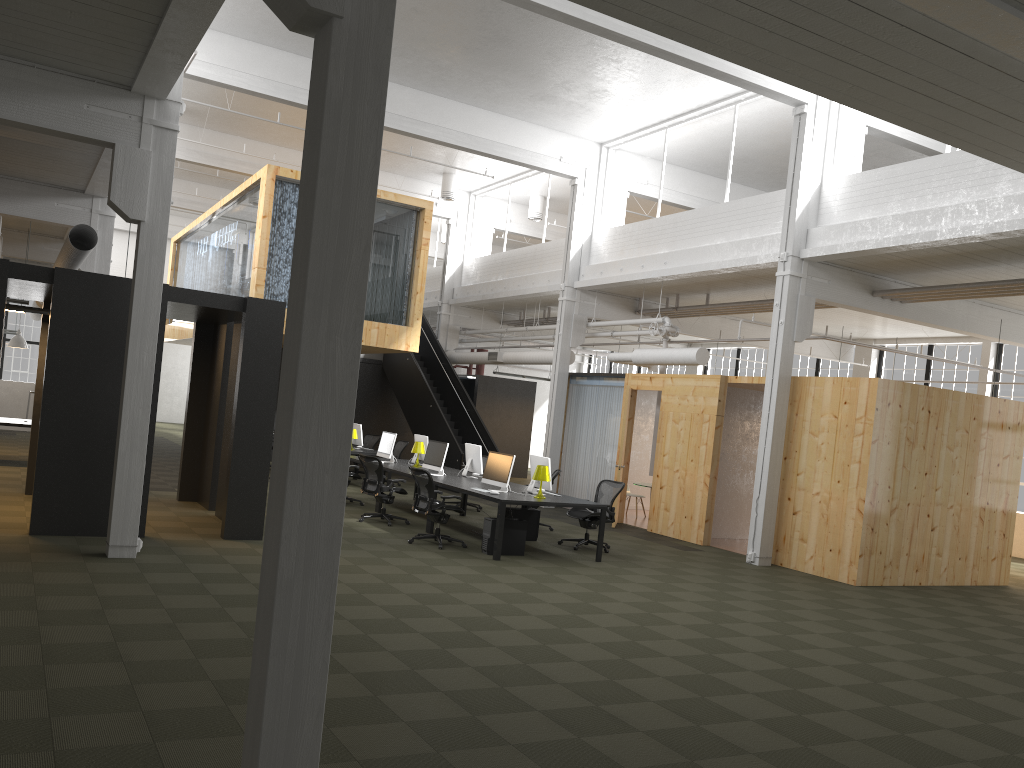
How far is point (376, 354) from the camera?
23.5m

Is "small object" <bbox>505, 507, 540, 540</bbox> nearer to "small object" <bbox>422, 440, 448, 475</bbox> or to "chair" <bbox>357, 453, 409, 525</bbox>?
"small object" <bbox>422, 440, 448, 475</bbox>

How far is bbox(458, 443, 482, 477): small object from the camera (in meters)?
13.74

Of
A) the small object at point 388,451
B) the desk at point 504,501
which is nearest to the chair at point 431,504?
the desk at point 504,501

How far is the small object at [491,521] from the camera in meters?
11.2 m

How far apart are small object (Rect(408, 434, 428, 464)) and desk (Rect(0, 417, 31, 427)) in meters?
6.7 m

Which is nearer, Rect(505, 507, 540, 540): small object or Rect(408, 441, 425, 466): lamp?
Rect(505, 507, 540, 540): small object

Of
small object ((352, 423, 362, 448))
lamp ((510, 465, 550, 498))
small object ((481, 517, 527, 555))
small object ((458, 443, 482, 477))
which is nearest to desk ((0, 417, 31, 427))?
small object ((352, 423, 362, 448))

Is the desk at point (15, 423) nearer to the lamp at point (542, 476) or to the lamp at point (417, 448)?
the lamp at point (417, 448)

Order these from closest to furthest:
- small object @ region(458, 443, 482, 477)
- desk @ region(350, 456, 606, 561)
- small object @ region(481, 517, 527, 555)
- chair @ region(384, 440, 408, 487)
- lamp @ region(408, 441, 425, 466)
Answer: desk @ region(350, 456, 606, 561)
small object @ region(481, 517, 527, 555)
small object @ region(458, 443, 482, 477)
lamp @ region(408, 441, 425, 466)
chair @ region(384, 440, 408, 487)
